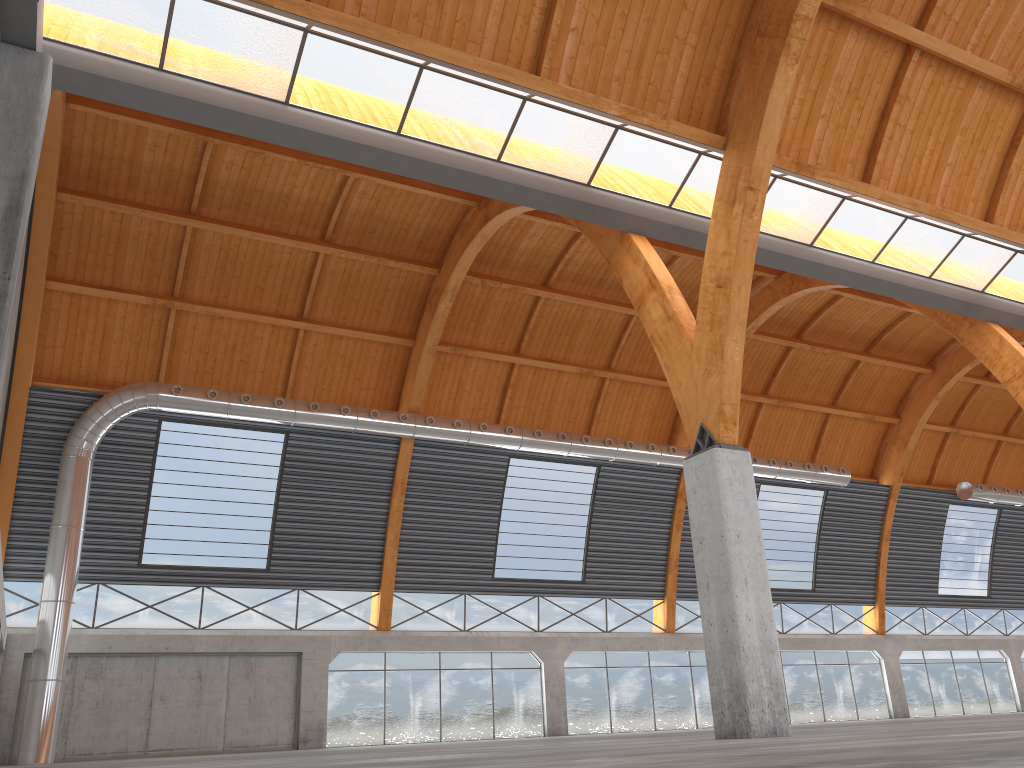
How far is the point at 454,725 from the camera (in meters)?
41.97
